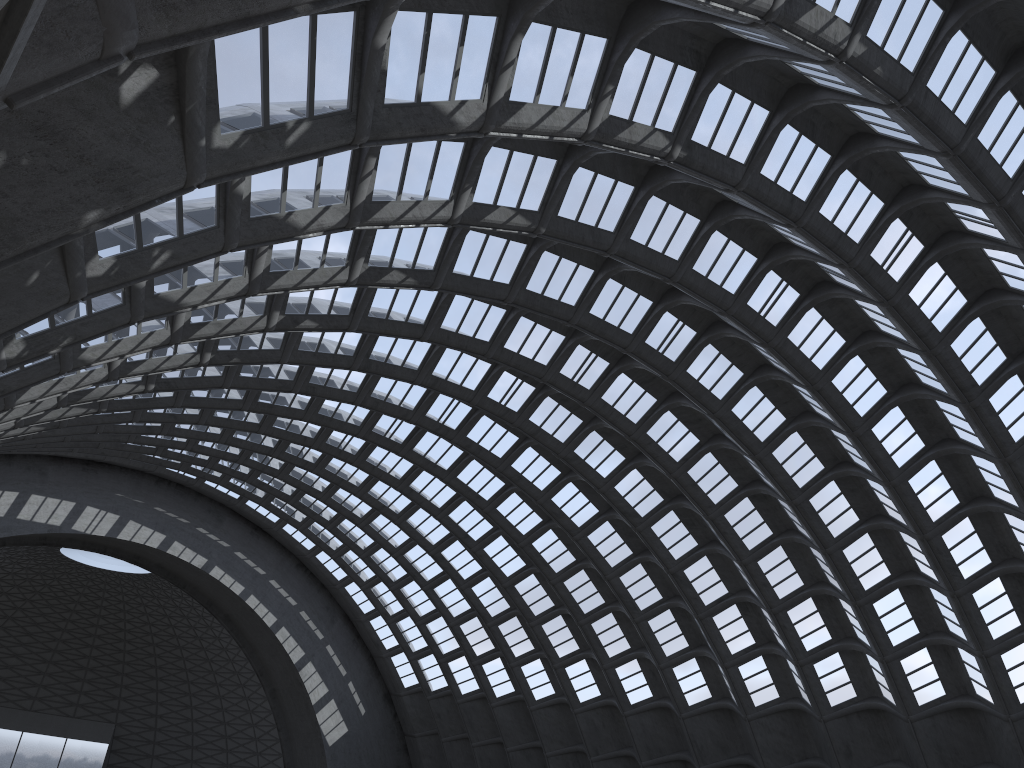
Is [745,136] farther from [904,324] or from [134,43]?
[134,43]
